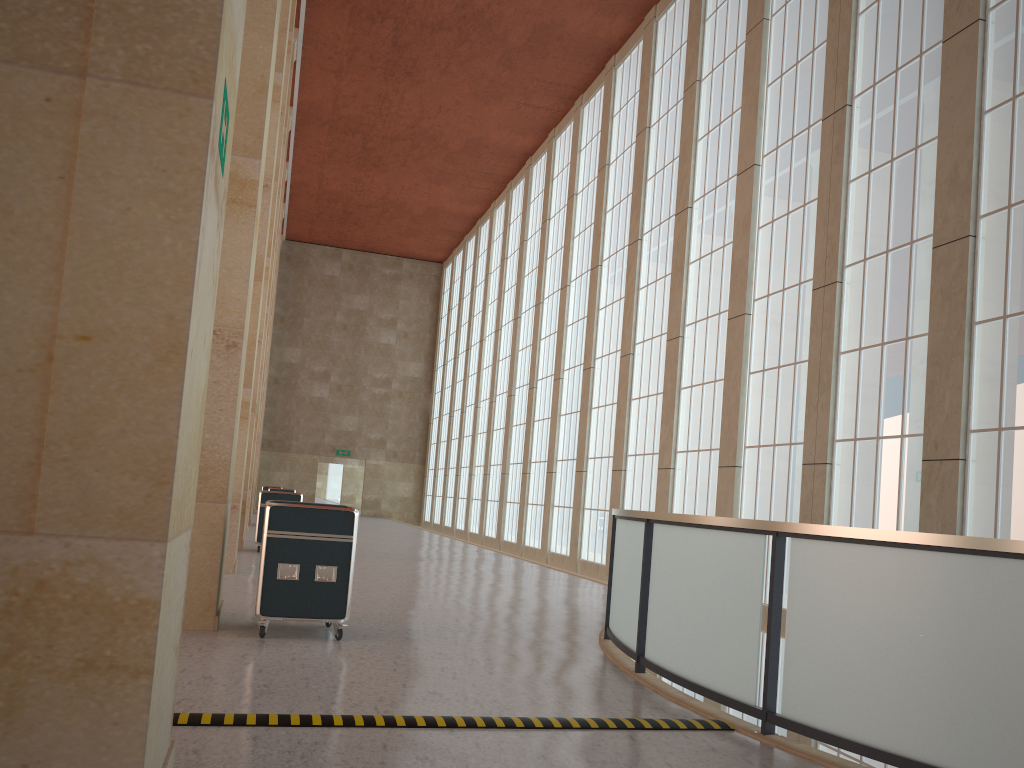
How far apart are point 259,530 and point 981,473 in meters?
15.8 m

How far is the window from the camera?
13.3 meters

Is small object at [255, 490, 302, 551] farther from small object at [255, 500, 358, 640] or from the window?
small object at [255, 500, 358, 640]

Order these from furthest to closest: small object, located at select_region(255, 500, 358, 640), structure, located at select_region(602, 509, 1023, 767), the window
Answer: the window < small object, located at select_region(255, 500, 358, 640) < structure, located at select_region(602, 509, 1023, 767)

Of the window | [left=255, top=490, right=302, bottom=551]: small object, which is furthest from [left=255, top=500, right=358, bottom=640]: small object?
[left=255, top=490, right=302, bottom=551]: small object

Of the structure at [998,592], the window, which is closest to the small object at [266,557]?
the structure at [998,592]

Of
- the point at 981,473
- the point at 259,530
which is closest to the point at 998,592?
the point at 981,473

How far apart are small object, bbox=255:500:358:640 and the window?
9.2m

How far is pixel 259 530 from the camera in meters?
21.7 m

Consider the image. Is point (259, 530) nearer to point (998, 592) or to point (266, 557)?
point (266, 557)
